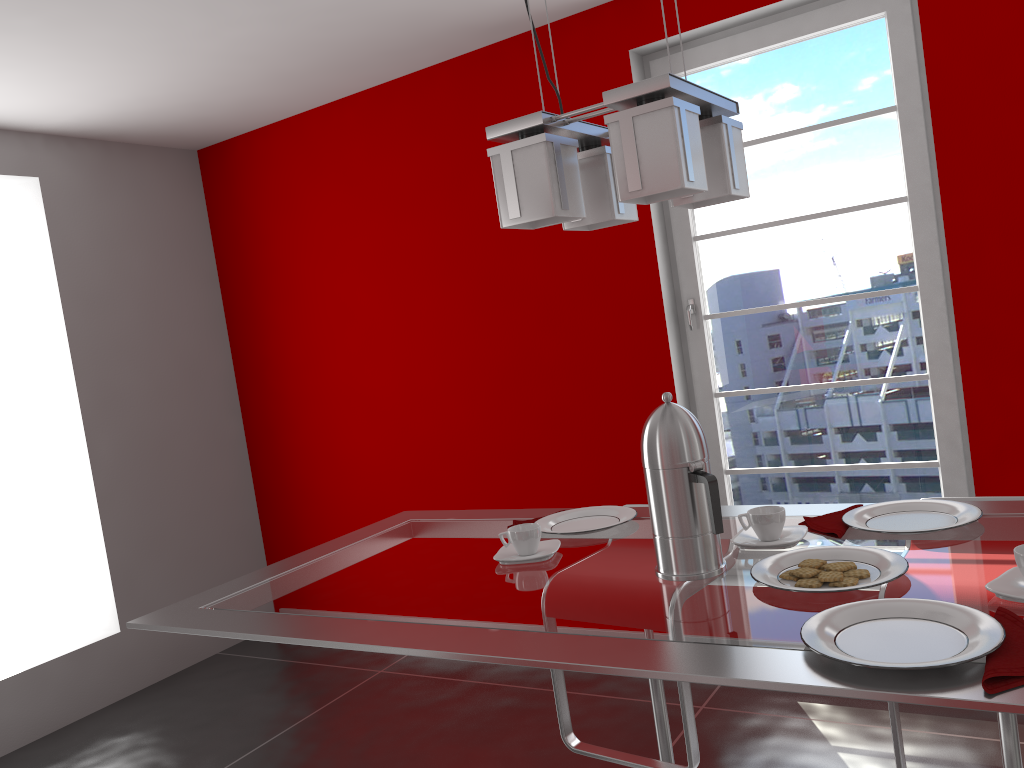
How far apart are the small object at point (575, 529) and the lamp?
0.6m

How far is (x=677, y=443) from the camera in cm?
135

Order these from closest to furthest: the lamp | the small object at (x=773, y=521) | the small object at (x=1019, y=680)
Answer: the small object at (x=1019, y=680)
the lamp
the small object at (x=773, y=521)

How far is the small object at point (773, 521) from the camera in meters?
1.5 m

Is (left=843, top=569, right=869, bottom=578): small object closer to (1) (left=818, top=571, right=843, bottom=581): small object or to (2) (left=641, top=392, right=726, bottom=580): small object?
(1) (left=818, top=571, right=843, bottom=581): small object

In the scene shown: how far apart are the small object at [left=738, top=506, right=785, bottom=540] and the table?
0.0 meters

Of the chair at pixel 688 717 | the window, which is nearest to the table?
the chair at pixel 688 717

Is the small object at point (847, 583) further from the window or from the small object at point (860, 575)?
the window

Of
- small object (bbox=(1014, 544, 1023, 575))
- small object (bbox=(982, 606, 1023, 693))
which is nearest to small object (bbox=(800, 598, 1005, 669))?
small object (bbox=(982, 606, 1023, 693))

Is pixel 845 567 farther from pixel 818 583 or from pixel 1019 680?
pixel 1019 680
